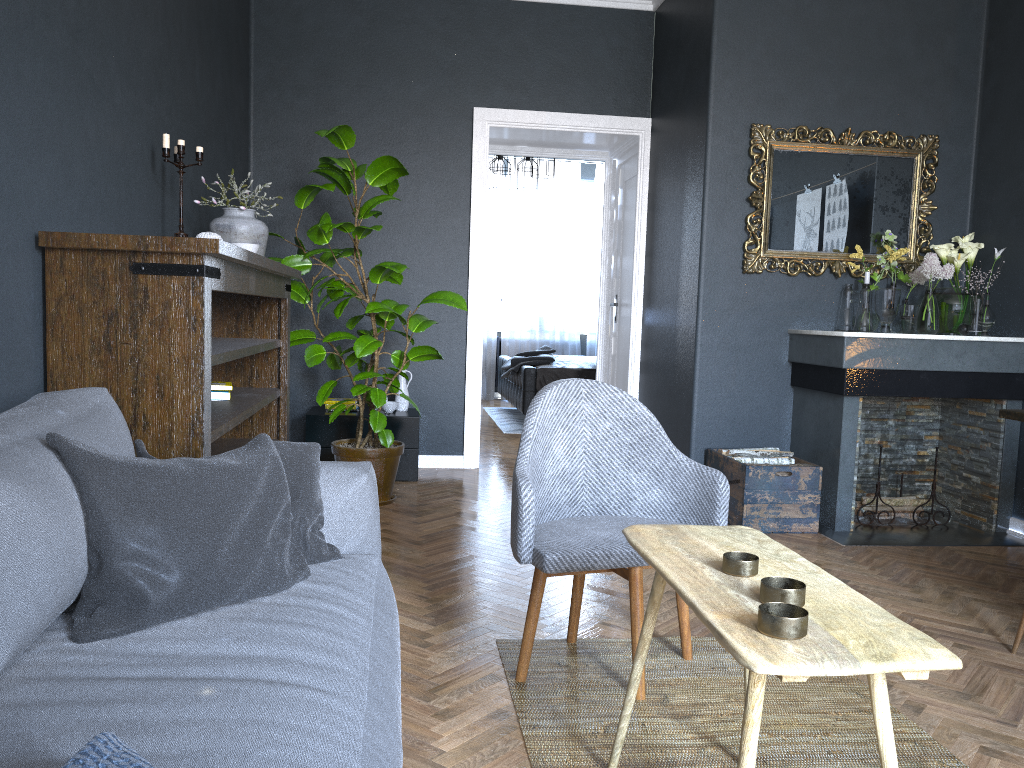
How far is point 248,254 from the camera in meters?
2.8

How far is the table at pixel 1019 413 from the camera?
3.0m

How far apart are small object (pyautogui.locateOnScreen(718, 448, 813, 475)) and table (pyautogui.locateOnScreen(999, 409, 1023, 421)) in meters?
1.3 m

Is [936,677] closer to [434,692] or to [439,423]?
[434,692]

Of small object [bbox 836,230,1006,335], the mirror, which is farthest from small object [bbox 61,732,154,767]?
small object [bbox 836,230,1006,335]

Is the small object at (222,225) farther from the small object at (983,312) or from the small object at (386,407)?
the small object at (983,312)

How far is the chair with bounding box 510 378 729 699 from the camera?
2.28m

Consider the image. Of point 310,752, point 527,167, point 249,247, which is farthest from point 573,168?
point 310,752

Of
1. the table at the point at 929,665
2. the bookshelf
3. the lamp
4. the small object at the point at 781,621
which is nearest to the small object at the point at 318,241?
the bookshelf

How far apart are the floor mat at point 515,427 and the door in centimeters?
133cm
